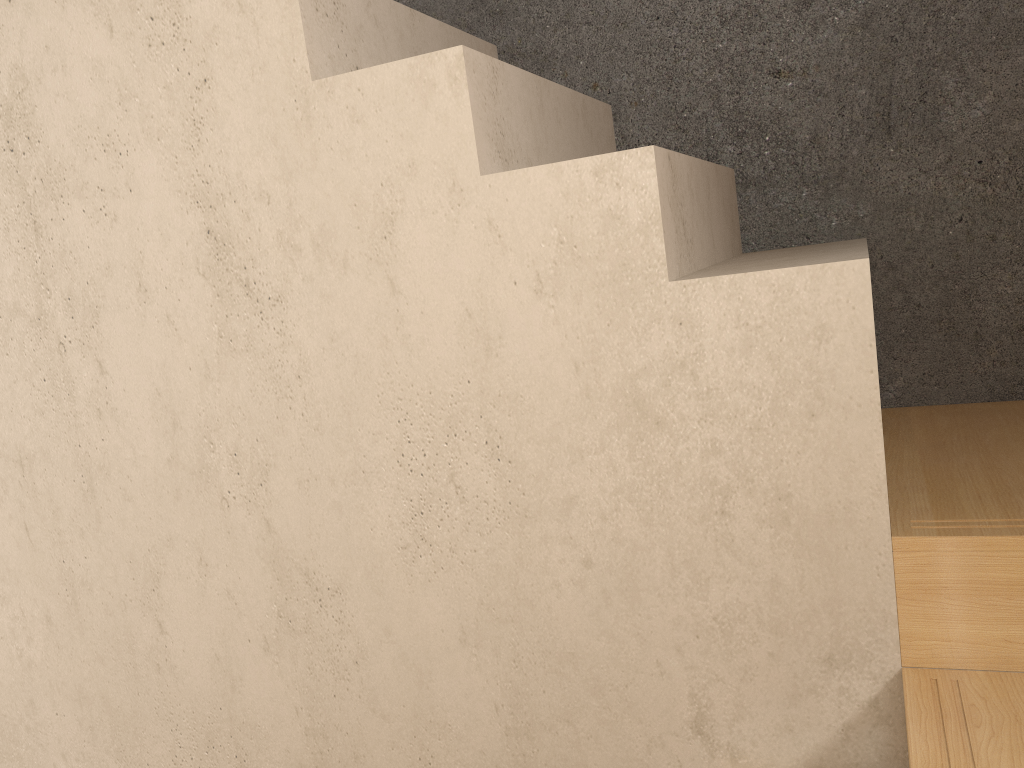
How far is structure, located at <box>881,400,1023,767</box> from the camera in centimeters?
102cm

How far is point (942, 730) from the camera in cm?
102

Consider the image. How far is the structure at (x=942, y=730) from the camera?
1.0 meters
